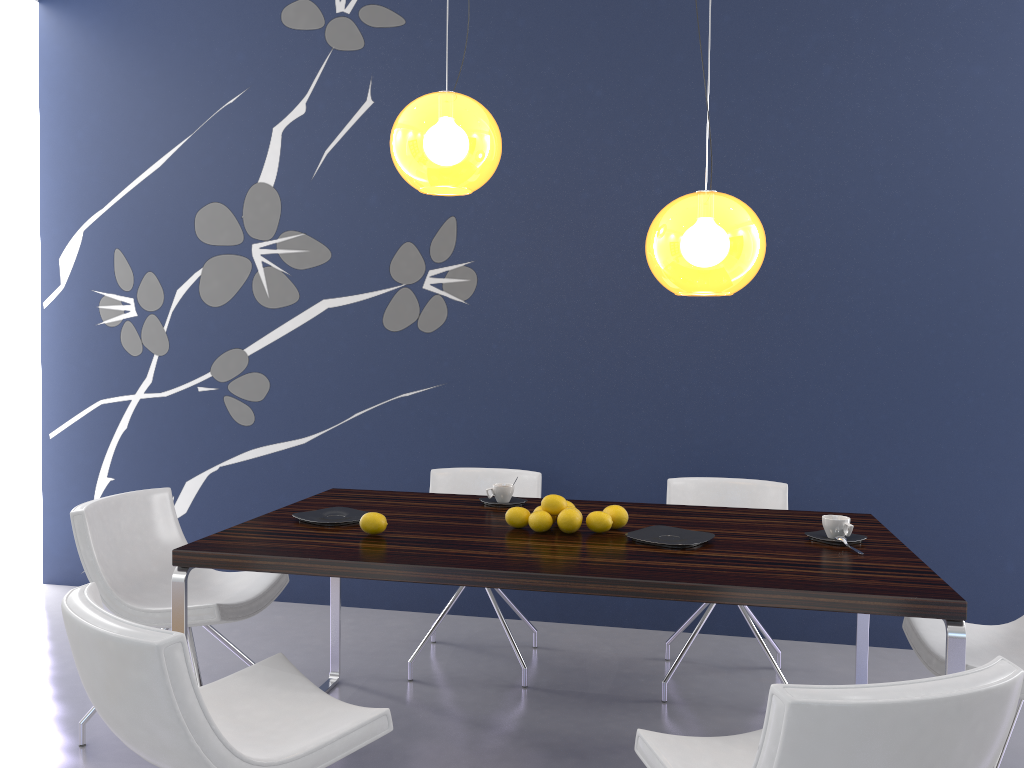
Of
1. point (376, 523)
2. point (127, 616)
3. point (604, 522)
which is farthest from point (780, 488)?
point (127, 616)

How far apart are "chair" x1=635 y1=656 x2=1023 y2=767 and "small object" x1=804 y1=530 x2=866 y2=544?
0.8m

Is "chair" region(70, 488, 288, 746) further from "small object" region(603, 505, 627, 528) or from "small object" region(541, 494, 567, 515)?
"small object" region(603, 505, 627, 528)

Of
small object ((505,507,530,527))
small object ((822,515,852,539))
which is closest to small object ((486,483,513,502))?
small object ((505,507,530,527))

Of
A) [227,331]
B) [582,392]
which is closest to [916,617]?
[582,392]

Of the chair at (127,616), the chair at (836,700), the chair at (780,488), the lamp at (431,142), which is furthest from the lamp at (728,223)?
the chair at (127,616)

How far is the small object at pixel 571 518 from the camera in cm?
271

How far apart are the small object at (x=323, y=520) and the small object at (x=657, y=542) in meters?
0.9

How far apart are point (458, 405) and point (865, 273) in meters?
2.0 m

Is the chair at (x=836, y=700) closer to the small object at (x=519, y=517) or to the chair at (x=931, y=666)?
the chair at (x=931, y=666)
